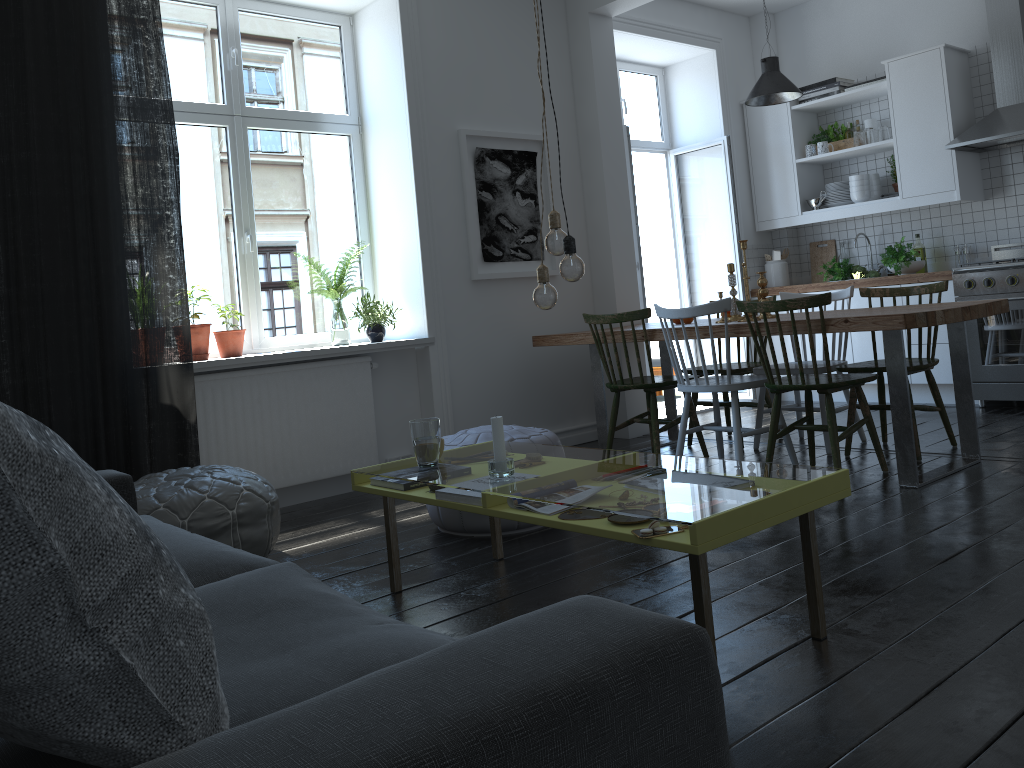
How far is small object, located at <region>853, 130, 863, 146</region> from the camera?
6.2m

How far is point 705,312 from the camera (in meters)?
4.04

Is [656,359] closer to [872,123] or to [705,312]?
[872,123]

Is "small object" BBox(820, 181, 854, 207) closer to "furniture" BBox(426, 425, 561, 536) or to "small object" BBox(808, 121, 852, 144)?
"small object" BBox(808, 121, 852, 144)

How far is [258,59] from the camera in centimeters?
479cm

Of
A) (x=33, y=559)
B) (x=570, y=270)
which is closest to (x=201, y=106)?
(x=570, y=270)

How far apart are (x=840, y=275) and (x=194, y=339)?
4.43m

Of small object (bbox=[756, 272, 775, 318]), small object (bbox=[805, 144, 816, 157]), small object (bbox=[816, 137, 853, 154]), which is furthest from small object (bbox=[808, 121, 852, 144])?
small object (bbox=[756, 272, 775, 318])

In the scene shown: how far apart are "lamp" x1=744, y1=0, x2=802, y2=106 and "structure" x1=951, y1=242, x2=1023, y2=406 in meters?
1.5 m

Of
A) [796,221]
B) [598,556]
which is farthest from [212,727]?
[796,221]
